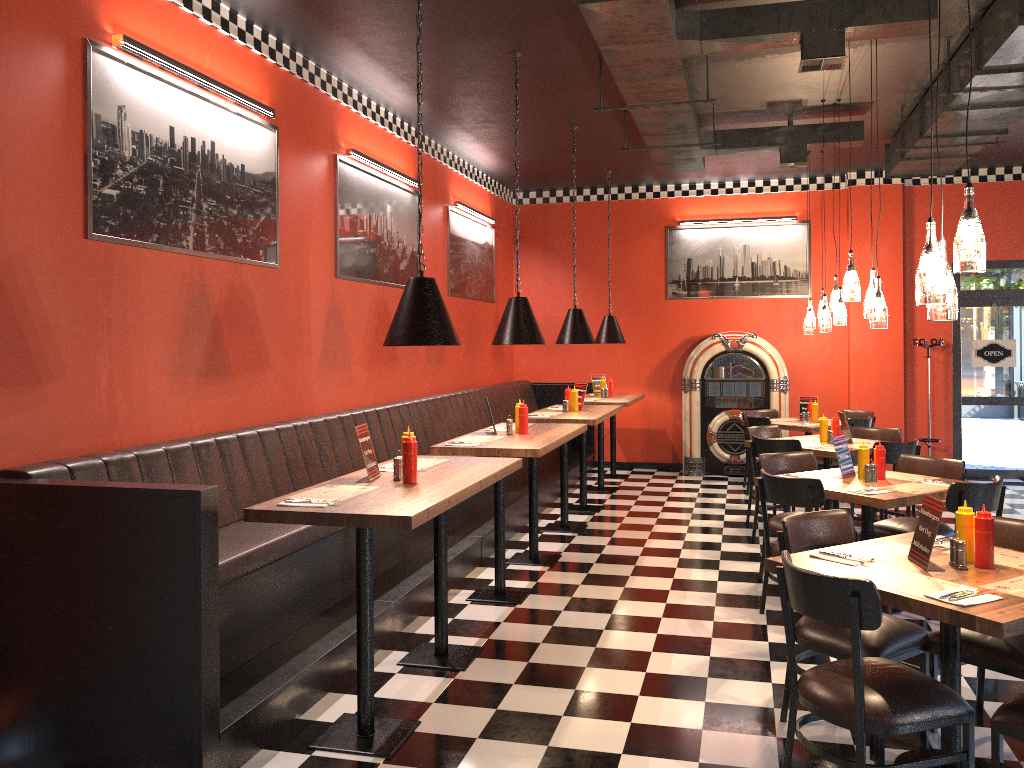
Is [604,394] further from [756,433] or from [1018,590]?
[1018,590]

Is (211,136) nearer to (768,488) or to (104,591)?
(104,591)

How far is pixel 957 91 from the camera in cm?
585

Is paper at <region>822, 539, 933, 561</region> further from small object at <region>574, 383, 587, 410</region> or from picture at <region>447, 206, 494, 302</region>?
picture at <region>447, 206, 494, 302</region>

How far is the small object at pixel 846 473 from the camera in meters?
5.6 m

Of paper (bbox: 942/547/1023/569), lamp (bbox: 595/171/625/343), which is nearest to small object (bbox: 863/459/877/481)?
paper (bbox: 942/547/1023/569)

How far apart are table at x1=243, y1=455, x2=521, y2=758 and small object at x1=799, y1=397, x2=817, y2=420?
5.8m

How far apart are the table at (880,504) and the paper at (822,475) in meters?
0.2

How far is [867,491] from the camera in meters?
5.0

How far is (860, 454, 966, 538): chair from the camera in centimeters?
563cm
